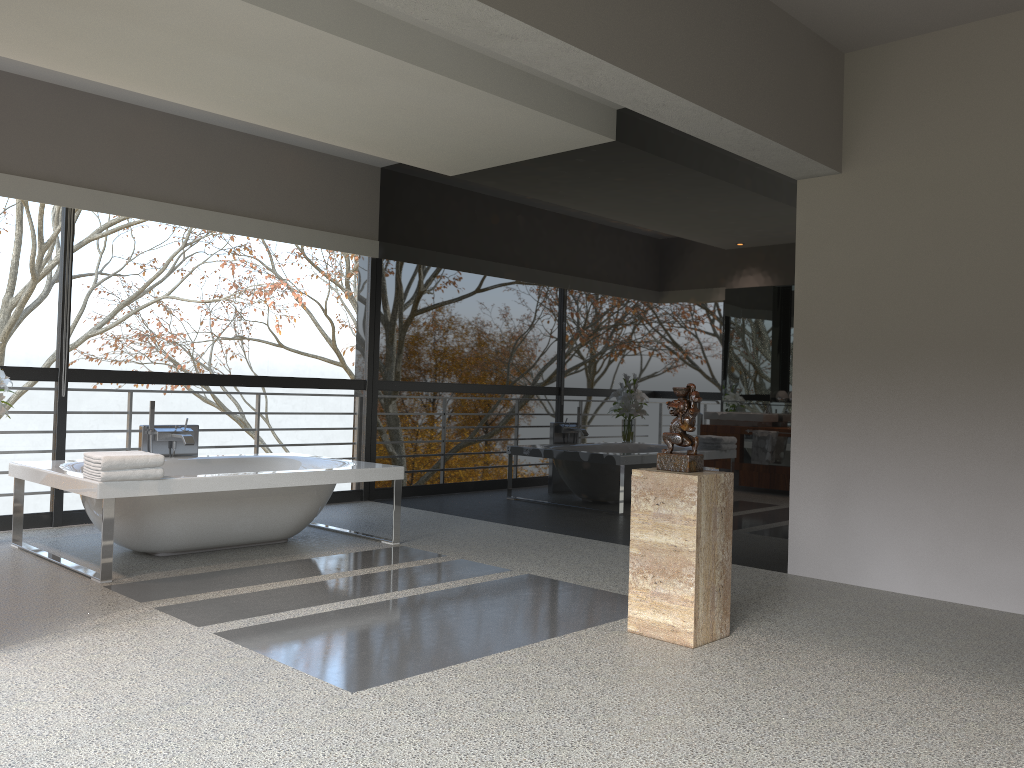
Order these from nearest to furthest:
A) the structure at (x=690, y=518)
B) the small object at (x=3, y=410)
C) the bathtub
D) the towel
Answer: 1. the structure at (x=690, y=518)
2. the towel
3. the bathtub
4. the small object at (x=3, y=410)

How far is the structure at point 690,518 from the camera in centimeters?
361cm

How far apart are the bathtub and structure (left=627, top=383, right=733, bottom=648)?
2.27m

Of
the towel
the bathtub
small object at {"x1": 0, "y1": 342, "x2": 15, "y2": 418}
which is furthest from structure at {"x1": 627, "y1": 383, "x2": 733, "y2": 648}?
small object at {"x1": 0, "y1": 342, "x2": 15, "y2": 418}

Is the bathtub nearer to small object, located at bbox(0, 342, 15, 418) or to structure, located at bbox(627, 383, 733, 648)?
small object, located at bbox(0, 342, 15, 418)

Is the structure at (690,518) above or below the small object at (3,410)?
below

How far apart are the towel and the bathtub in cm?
3

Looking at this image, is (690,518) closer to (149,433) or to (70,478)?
(70,478)

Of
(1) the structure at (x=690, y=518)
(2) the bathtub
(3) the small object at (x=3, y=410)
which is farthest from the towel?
(1) the structure at (x=690, y=518)

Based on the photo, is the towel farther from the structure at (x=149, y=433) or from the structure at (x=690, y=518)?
the structure at (x=690, y=518)
